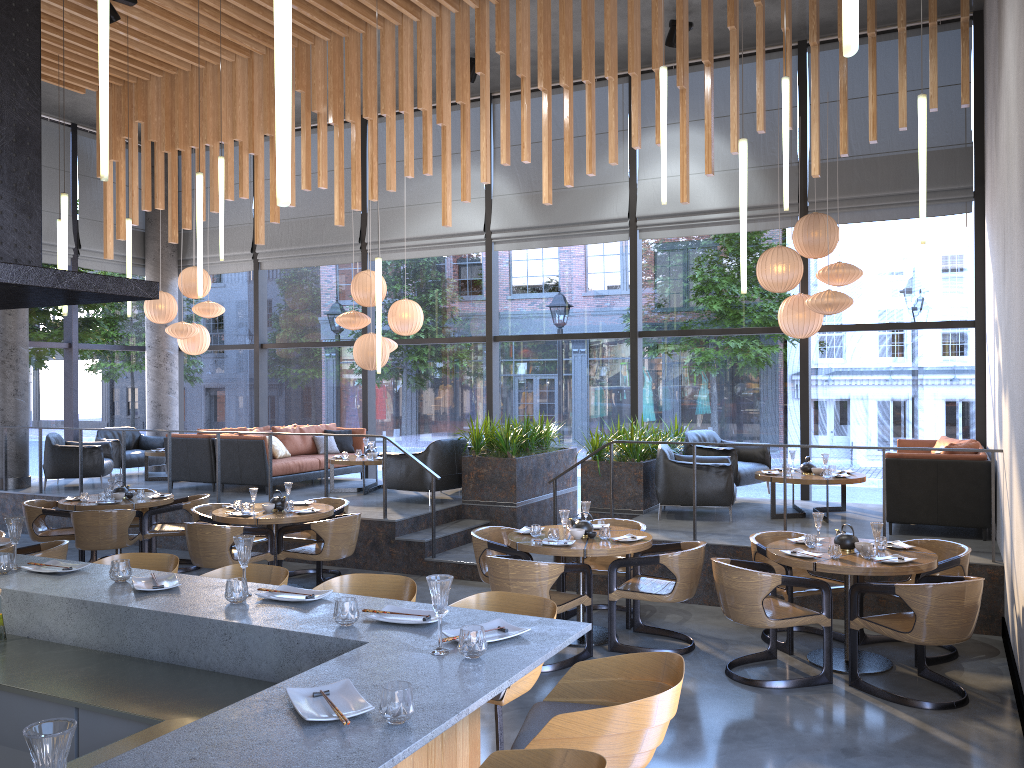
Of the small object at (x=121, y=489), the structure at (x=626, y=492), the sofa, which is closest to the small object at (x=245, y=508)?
the small object at (x=121, y=489)

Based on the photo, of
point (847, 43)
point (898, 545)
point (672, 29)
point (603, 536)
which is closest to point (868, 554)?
point (898, 545)

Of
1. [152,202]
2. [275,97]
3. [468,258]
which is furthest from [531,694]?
[468,258]

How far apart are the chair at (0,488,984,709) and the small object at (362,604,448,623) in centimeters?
273cm

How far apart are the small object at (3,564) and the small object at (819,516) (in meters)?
4.96

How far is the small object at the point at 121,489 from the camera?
9.2m

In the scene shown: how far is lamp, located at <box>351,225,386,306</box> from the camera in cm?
1138

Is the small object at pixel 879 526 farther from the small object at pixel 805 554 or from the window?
the window

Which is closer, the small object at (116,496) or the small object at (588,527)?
the small object at (588,527)

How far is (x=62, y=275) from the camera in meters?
3.6 m
